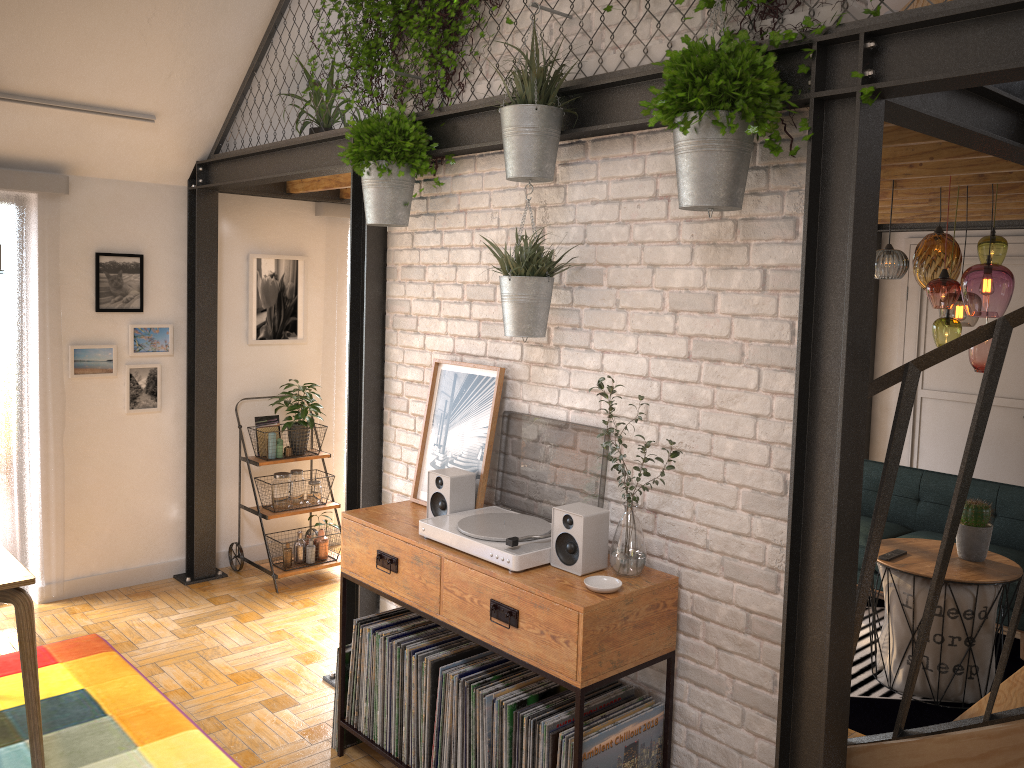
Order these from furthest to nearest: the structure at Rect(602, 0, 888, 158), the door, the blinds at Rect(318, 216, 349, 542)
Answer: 1. the door
2. the blinds at Rect(318, 216, 349, 542)
3. the structure at Rect(602, 0, 888, 158)

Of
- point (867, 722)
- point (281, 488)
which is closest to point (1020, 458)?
point (867, 722)

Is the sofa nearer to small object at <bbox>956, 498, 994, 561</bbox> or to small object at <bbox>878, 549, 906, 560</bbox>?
small object at <bbox>956, 498, 994, 561</bbox>

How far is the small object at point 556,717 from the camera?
2.66m

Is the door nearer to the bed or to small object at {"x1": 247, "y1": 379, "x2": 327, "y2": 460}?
the bed

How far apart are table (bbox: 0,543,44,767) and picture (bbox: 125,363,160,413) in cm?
177

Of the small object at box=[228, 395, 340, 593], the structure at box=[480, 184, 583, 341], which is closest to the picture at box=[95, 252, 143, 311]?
the small object at box=[228, 395, 340, 593]

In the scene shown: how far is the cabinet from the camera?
2.5m

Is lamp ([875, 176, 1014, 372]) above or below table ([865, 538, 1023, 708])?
above

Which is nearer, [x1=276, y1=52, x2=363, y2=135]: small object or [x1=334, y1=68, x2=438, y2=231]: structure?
[x1=334, y1=68, x2=438, y2=231]: structure
